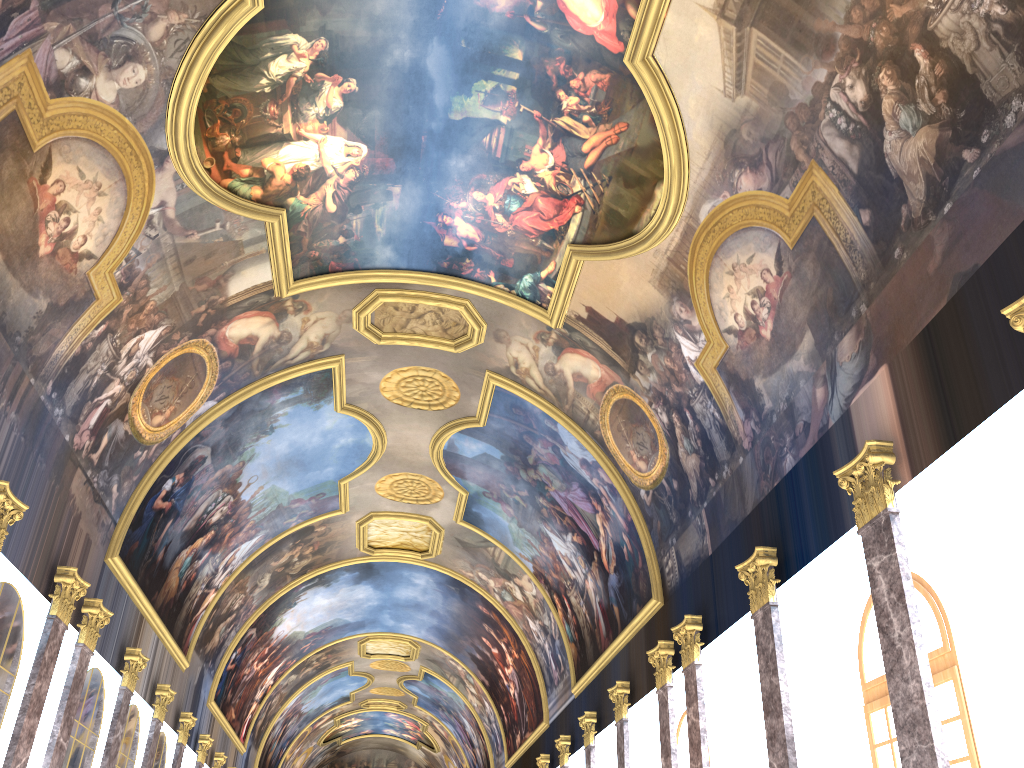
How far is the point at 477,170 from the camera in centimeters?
1600cm

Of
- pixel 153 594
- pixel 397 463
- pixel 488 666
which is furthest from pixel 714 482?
pixel 488 666
